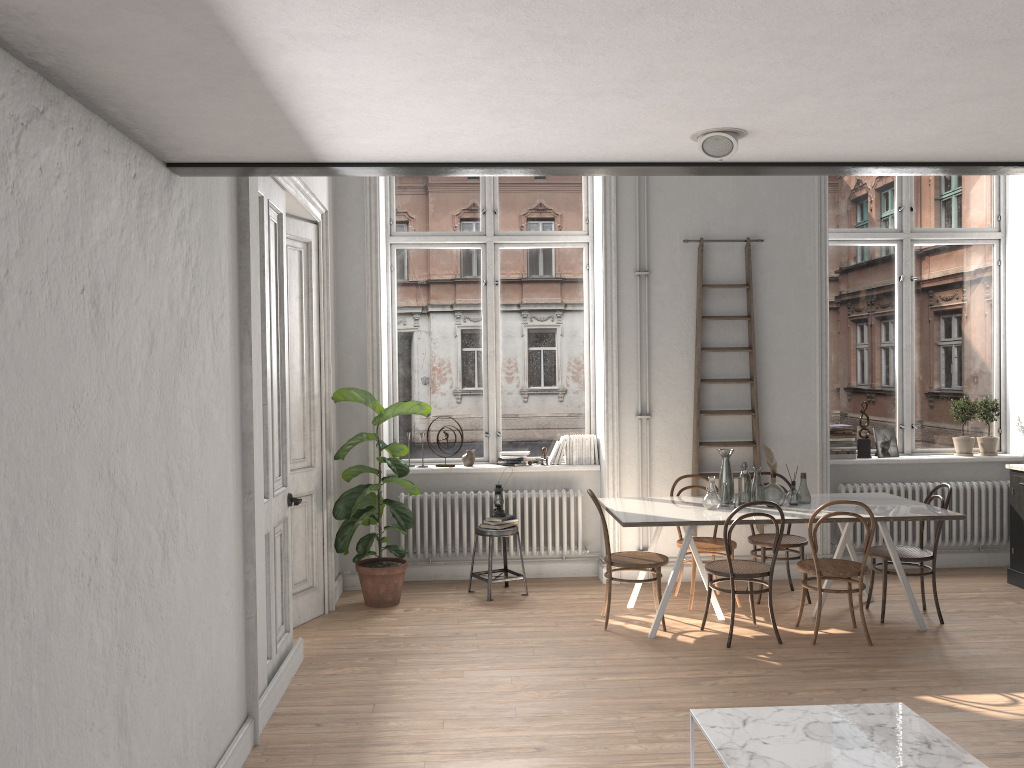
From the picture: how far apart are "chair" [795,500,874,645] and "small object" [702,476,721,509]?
0.6m

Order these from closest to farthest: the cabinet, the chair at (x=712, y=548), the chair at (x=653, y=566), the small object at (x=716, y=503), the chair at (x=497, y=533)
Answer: the chair at (x=653, y=566) < the small object at (x=716, y=503) < the chair at (x=712, y=548) < the chair at (x=497, y=533) < the cabinet

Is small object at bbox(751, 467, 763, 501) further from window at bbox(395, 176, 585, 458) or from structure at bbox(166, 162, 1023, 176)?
structure at bbox(166, 162, 1023, 176)

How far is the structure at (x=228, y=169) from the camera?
3.1 meters

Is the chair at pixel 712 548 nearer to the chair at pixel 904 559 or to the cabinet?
the chair at pixel 904 559

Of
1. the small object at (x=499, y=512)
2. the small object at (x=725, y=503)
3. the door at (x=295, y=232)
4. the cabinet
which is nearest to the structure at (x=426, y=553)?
the small object at (x=499, y=512)

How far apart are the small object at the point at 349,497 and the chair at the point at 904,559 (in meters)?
3.26

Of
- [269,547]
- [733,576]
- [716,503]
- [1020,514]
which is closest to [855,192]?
[1020,514]

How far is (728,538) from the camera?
5.48m

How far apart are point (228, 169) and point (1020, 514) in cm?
647
